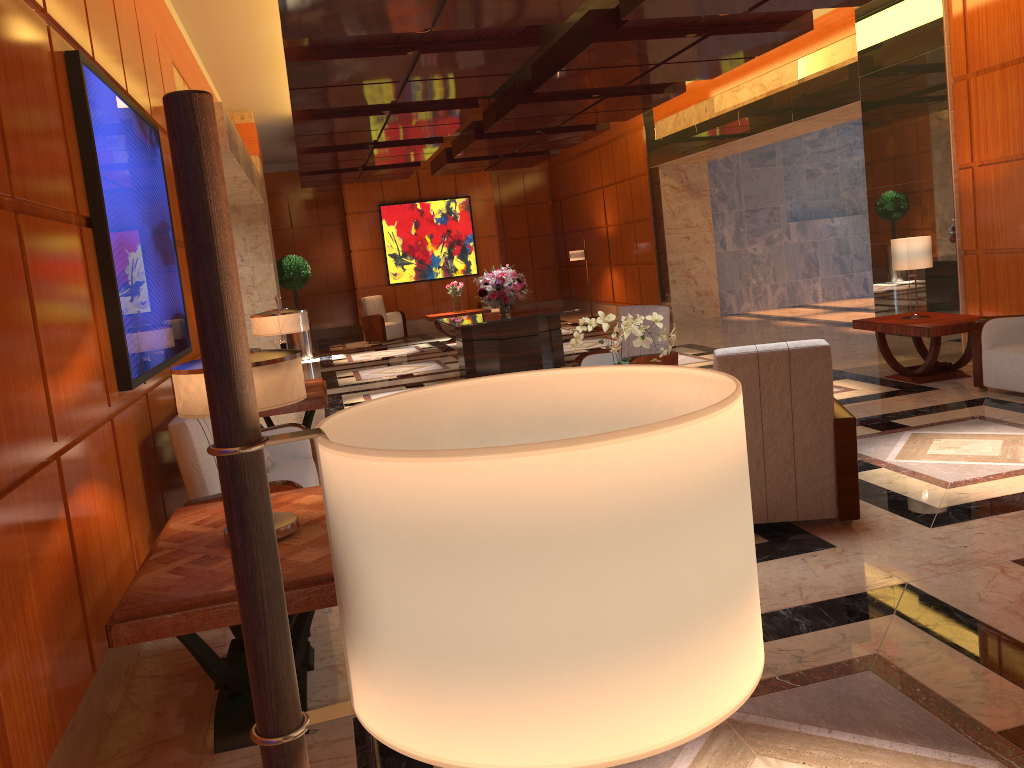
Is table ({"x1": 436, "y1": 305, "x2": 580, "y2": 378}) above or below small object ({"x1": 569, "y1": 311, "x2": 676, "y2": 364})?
below

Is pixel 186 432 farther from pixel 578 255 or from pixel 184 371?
pixel 578 255

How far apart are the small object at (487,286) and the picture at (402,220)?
7.70m

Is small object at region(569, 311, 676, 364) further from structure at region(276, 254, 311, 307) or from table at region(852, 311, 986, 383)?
structure at region(276, 254, 311, 307)

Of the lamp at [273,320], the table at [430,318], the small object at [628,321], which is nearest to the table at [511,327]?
the lamp at [273,320]

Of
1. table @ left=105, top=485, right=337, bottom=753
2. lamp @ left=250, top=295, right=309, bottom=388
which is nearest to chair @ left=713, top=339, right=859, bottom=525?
table @ left=105, top=485, right=337, bottom=753

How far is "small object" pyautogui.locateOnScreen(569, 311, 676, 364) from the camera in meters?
5.6 m

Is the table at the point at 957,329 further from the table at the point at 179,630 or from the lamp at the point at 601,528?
the lamp at the point at 601,528

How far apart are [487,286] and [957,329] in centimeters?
562cm

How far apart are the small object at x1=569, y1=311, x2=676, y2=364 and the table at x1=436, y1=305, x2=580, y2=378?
4.9 meters
